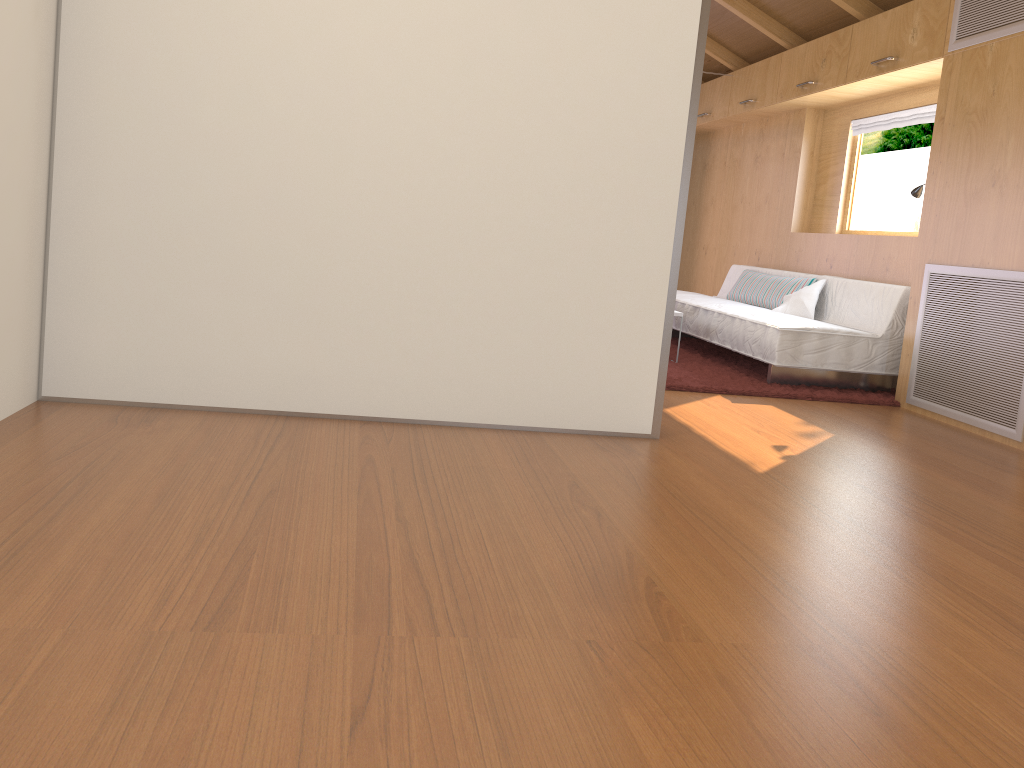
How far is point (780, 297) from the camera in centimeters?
578cm

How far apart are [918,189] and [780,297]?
1.22m

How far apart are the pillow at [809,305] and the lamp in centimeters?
87cm

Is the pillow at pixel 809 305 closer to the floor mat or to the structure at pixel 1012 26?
the floor mat

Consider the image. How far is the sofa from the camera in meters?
4.7 m

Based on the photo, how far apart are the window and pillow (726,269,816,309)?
0.58m

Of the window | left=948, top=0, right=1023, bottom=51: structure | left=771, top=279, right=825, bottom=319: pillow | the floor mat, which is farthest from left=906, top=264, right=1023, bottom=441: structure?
the window

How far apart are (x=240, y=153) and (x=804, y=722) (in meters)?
2.37

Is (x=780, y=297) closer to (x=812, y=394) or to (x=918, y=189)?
(x=918, y=189)

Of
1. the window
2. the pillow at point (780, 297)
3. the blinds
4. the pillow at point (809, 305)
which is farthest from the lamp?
the window
